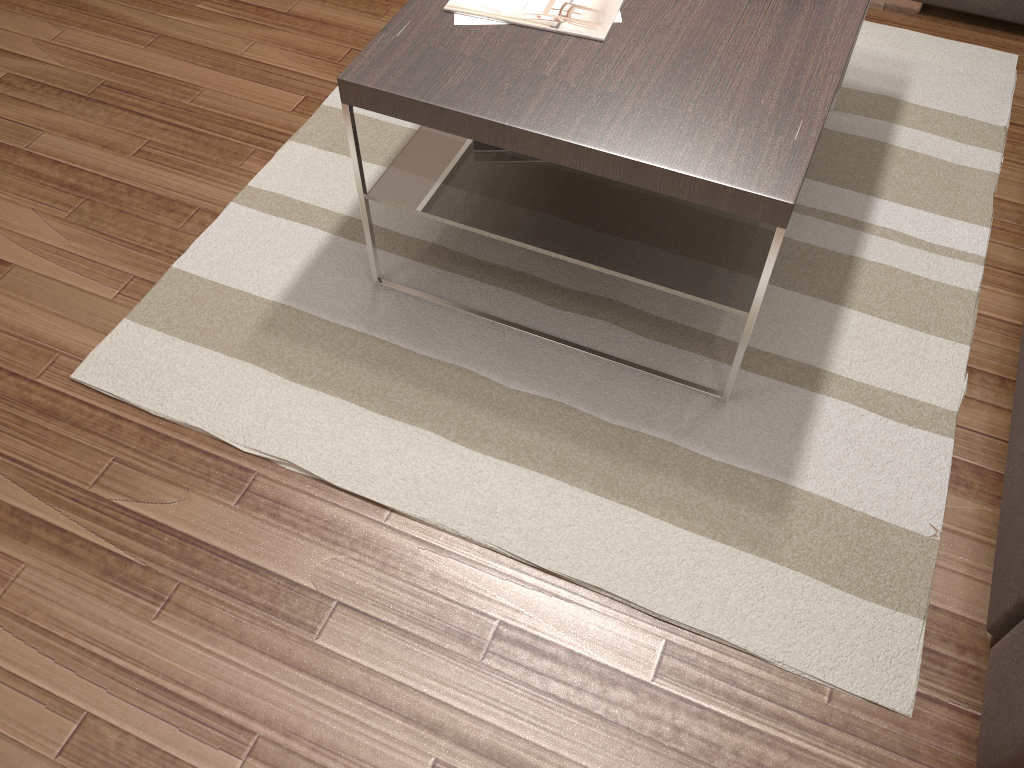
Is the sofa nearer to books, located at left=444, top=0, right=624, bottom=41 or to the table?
the table

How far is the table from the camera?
1.5 meters

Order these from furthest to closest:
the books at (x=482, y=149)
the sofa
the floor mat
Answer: the books at (x=482, y=149)
the floor mat
the sofa

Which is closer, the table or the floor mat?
the table

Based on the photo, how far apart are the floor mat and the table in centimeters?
2cm

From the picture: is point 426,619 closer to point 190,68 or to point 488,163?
point 488,163

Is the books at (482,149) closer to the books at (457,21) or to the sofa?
the books at (457,21)

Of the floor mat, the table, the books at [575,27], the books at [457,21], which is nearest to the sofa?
the floor mat

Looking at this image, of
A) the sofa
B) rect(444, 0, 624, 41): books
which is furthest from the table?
the sofa

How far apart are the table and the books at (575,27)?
0.0m
